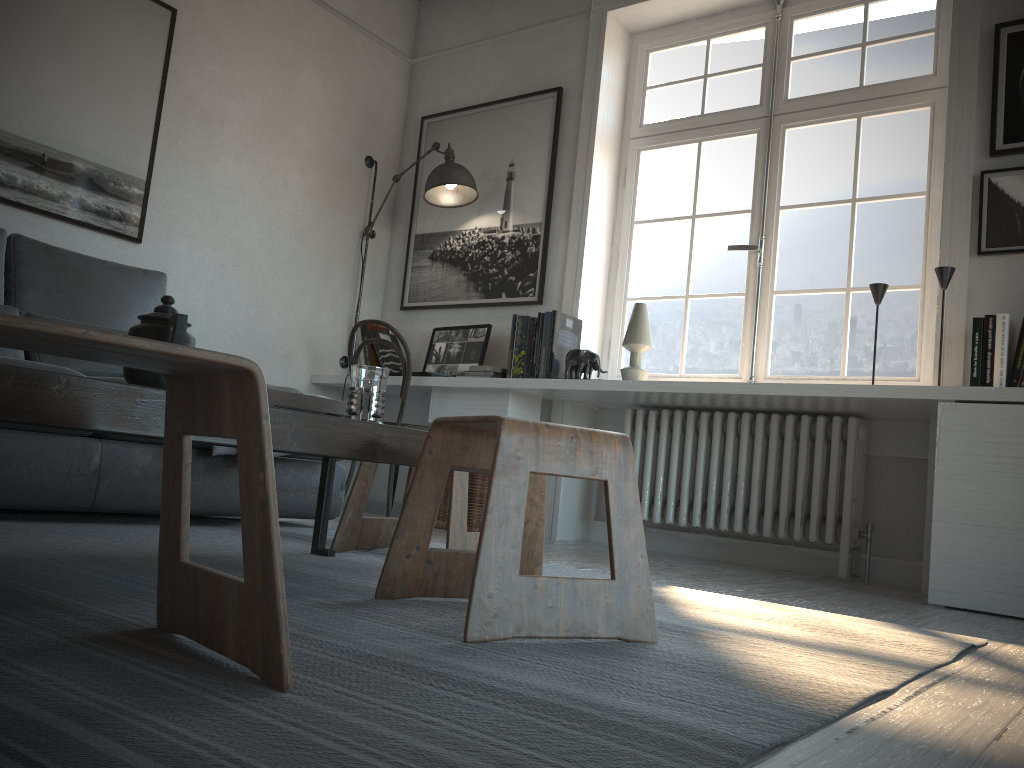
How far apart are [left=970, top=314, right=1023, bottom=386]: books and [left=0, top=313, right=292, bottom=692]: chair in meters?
2.6

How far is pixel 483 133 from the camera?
4.6m

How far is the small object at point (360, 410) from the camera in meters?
1.7

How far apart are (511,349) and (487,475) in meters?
0.6

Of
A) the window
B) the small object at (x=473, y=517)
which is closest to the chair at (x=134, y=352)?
the small object at (x=473, y=517)

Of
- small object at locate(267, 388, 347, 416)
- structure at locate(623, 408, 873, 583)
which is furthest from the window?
small object at locate(267, 388, 347, 416)

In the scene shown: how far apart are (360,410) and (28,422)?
0.7 meters

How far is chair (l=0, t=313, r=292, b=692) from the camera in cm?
90

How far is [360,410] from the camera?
1.7m

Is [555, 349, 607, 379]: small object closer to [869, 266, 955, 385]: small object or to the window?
the window
